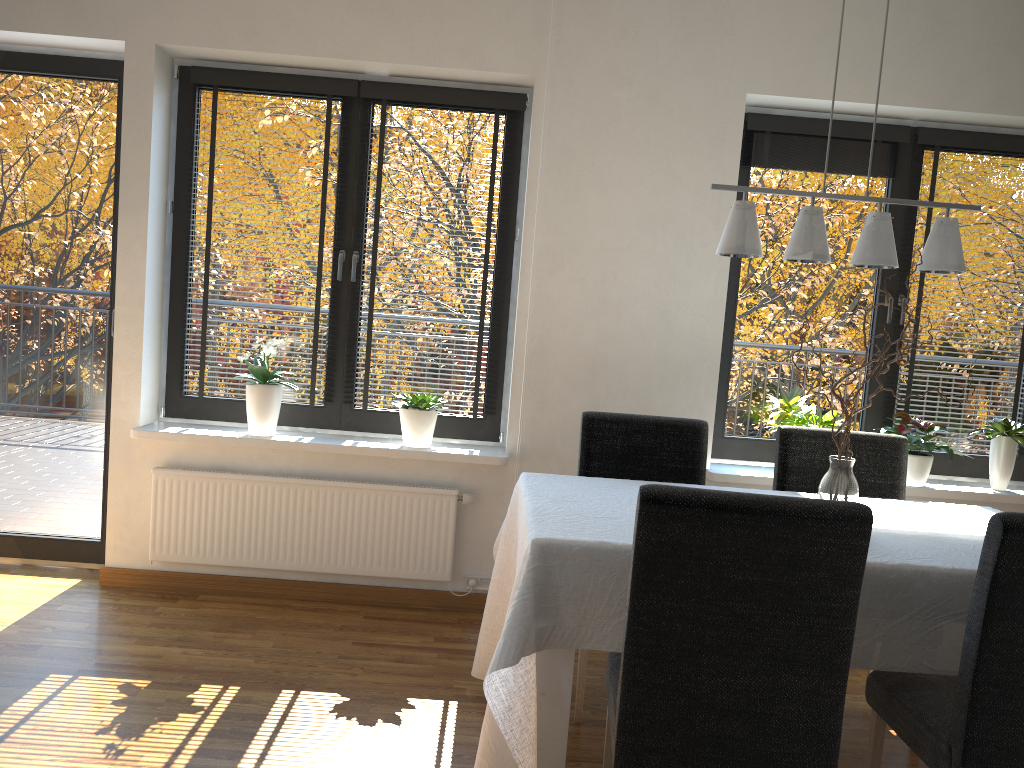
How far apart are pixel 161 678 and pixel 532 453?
1.7m

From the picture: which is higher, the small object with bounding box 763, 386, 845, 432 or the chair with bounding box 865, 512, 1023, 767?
the small object with bounding box 763, 386, 845, 432

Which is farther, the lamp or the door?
the door

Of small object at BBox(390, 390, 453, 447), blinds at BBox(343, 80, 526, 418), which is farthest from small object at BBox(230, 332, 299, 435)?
small object at BBox(390, 390, 453, 447)

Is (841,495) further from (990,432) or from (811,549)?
(990,432)

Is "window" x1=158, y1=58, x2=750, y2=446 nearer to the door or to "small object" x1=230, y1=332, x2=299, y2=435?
"small object" x1=230, y1=332, x2=299, y2=435

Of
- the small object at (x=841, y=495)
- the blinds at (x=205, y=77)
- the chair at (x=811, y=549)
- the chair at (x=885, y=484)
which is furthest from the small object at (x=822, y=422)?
the blinds at (x=205, y=77)

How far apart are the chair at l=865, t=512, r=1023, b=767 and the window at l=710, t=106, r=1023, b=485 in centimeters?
175cm

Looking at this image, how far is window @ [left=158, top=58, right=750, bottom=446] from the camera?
3.9 meters

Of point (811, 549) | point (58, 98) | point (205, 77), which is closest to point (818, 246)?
point (811, 549)
